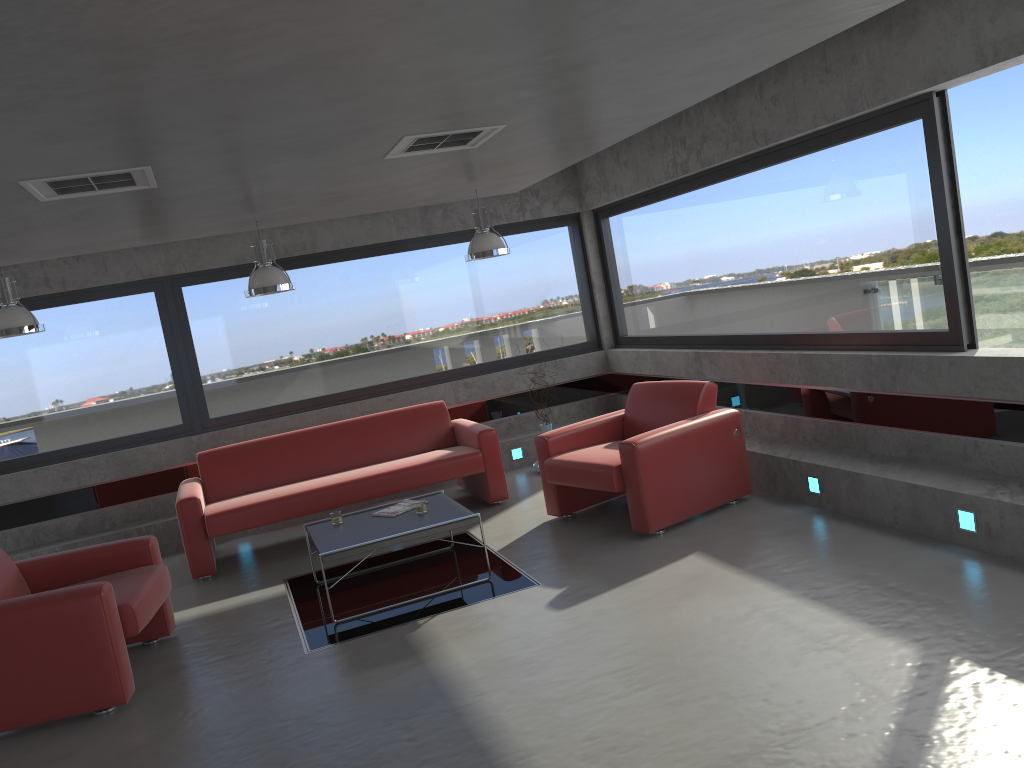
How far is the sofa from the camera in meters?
6.8 m

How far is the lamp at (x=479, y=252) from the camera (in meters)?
7.27

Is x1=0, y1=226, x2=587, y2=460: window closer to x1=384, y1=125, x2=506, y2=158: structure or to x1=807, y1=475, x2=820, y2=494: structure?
x1=384, y1=125, x2=506, y2=158: structure

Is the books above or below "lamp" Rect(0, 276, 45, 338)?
below

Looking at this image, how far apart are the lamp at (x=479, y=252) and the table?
2.06m

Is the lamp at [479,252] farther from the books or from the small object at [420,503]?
the small object at [420,503]

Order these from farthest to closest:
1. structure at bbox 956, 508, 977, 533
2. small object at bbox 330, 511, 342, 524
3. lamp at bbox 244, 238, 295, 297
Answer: lamp at bbox 244, 238, 295, 297, small object at bbox 330, 511, 342, 524, structure at bbox 956, 508, 977, 533

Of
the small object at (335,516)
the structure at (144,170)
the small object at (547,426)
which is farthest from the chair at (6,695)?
the small object at (547,426)

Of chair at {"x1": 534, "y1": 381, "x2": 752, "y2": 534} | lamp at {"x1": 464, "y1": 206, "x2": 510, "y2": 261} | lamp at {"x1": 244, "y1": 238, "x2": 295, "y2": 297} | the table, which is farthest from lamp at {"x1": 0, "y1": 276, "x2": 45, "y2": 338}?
chair at {"x1": 534, "y1": 381, "x2": 752, "y2": 534}

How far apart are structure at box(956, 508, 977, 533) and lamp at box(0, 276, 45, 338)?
6.1m
